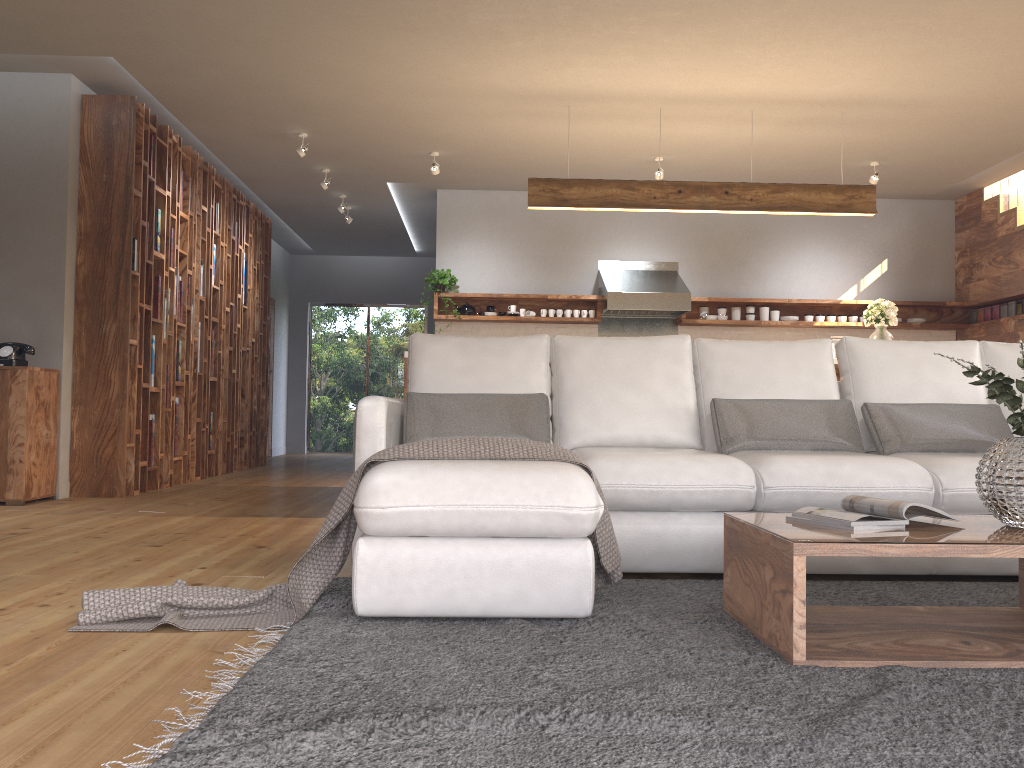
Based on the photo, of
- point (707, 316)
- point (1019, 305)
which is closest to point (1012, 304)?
point (1019, 305)

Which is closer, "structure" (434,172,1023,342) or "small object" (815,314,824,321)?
"structure" (434,172,1023,342)

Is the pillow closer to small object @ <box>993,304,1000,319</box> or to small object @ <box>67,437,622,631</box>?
small object @ <box>67,437,622,631</box>

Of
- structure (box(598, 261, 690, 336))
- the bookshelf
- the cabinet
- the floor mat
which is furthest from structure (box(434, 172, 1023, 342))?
the floor mat

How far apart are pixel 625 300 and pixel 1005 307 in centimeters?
347cm

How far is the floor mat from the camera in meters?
1.5 m

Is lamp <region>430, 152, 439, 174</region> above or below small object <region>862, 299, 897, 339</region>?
above

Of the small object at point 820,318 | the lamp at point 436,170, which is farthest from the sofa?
the small object at point 820,318

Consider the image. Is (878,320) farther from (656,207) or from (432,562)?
(432,562)

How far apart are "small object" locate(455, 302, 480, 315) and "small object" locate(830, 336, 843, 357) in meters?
3.6 m
